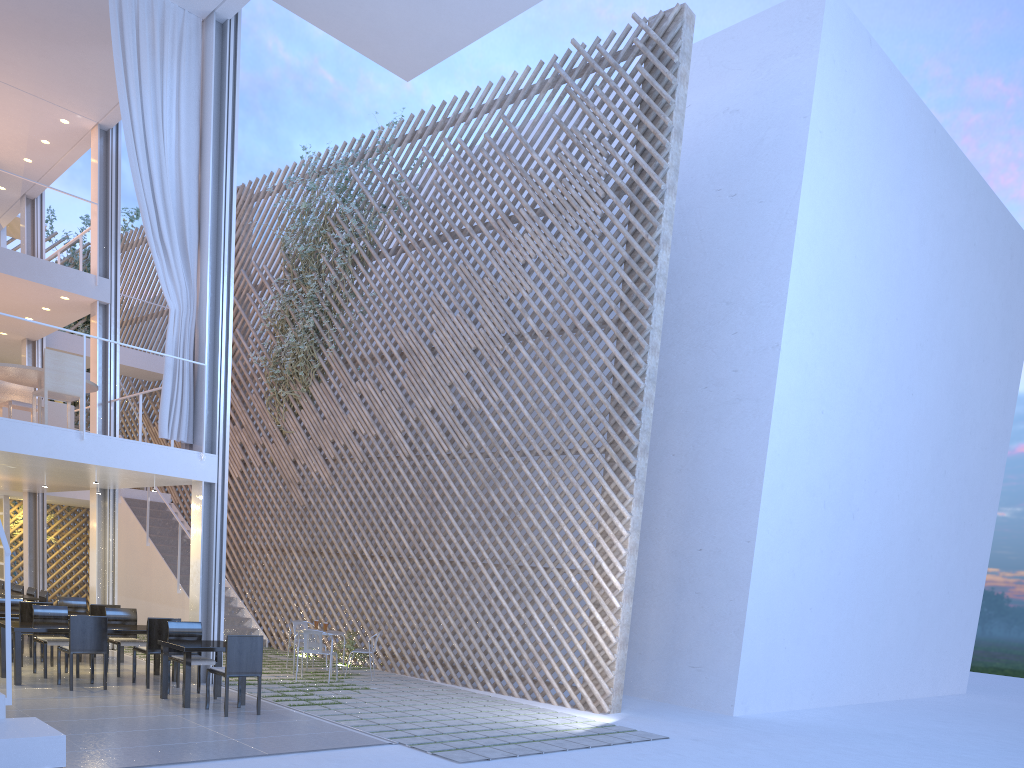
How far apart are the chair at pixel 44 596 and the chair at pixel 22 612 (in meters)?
1.41

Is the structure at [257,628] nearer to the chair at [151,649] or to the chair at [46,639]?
the chair at [46,639]

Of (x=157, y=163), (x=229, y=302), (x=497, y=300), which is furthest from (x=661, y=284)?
(x=157, y=163)

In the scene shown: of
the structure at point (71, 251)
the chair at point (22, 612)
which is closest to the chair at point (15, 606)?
the chair at point (22, 612)

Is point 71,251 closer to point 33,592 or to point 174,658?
point 33,592

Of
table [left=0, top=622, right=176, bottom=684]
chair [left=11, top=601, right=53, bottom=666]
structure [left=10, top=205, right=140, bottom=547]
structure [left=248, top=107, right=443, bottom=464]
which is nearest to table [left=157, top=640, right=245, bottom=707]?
table [left=0, top=622, right=176, bottom=684]

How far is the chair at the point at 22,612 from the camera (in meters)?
5.05

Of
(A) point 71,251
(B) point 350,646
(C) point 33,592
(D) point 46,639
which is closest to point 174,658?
(D) point 46,639

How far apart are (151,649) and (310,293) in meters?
3.6

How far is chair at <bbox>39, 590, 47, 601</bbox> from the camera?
6.3 meters
